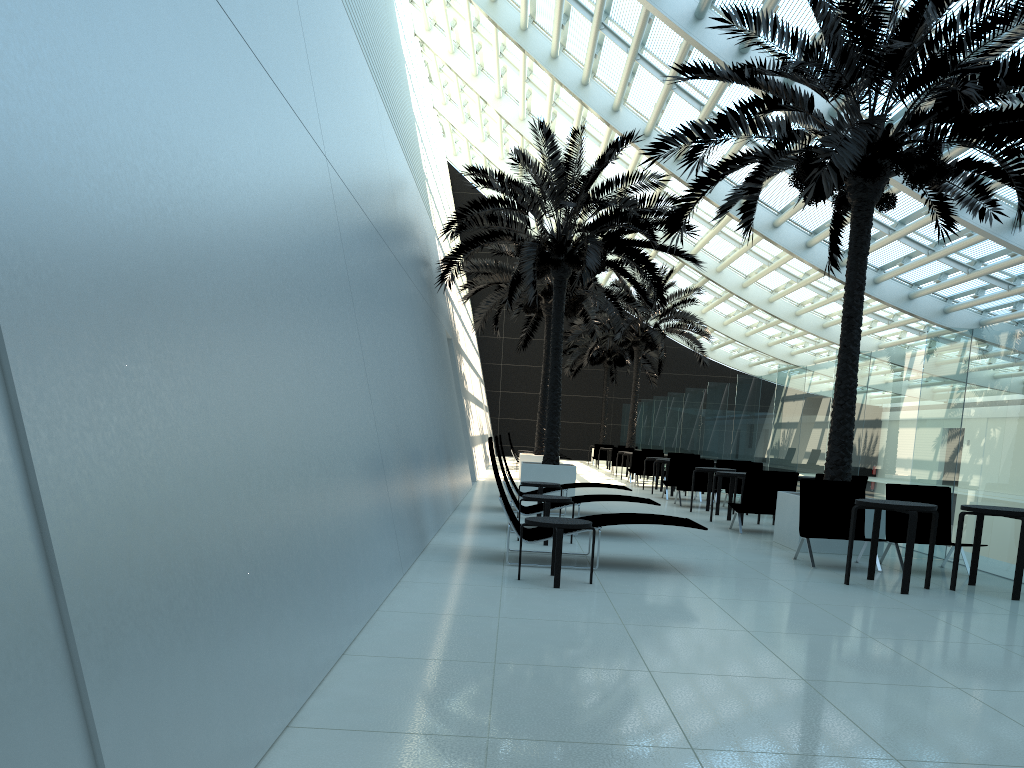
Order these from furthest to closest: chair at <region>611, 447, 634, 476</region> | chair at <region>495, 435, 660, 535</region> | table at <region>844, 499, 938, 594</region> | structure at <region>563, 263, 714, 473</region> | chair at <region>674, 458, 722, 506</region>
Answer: structure at <region>563, 263, 714, 473</region> → chair at <region>611, 447, 634, 476</region> → chair at <region>674, 458, 722, 506</region> → chair at <region>495, 435, 660, 535</region> → table at <region>844, 499, 938, 594</region>

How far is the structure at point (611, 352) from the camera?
37.2m

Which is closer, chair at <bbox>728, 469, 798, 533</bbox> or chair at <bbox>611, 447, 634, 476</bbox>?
chair at <bbox>728, 469, 798, 533</bbox>

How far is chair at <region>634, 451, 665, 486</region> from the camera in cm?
2222

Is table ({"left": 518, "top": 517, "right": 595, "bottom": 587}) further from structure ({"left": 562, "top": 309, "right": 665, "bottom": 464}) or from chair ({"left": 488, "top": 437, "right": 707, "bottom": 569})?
structure ({"left": 562, "top": 309, "right": 665, "bottom": 464})

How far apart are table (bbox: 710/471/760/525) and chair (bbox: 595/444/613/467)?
20.34m

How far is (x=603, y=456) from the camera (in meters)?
33.58

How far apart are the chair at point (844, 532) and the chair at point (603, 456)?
24.2 meters

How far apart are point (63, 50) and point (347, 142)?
6.0 meters

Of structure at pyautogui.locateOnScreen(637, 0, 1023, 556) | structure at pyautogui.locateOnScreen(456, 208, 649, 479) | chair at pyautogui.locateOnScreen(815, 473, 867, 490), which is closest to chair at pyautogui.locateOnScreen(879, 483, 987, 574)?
structure at pyautogui.locateOnScreen(637, 0, 1023, 556)
